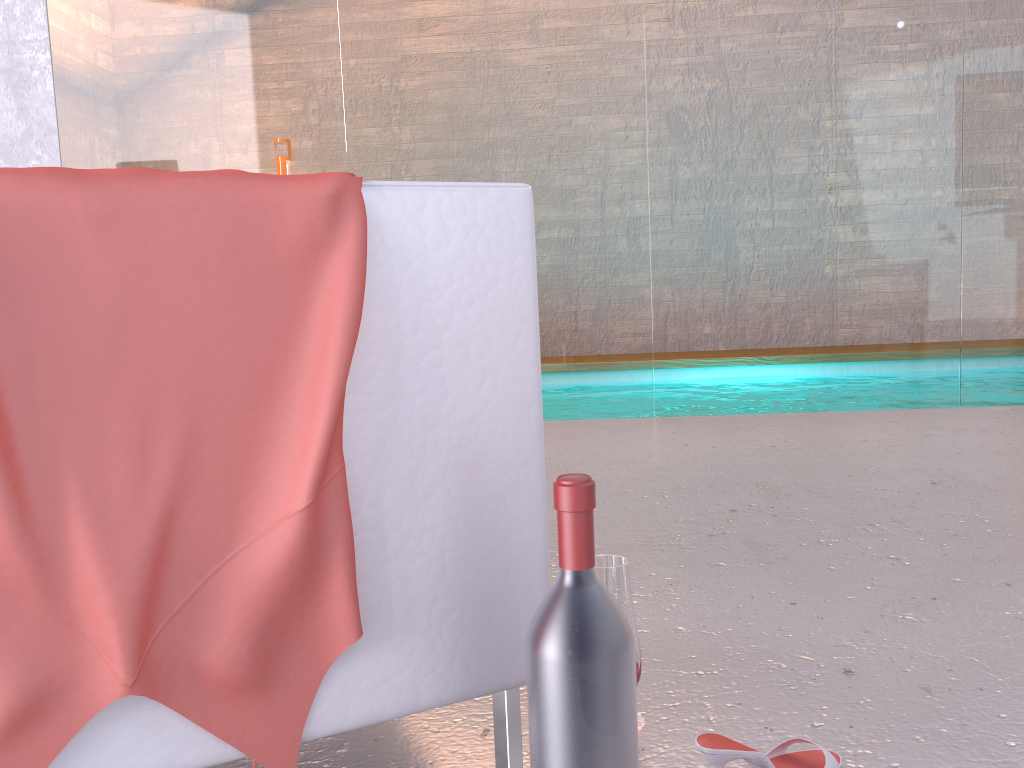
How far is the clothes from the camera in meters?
0.7 m

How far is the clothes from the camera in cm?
74

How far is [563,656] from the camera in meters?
0.8 m

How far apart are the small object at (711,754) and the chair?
0.2m

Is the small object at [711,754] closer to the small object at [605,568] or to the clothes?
the small object at [605,568]

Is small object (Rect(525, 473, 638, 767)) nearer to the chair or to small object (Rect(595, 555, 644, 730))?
the chair

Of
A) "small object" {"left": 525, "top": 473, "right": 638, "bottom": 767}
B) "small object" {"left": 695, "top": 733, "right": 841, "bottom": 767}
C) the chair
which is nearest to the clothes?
the chair

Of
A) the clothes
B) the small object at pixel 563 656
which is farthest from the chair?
the small object at pixel 563 656

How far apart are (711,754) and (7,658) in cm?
72

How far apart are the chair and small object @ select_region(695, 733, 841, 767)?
0.21m
